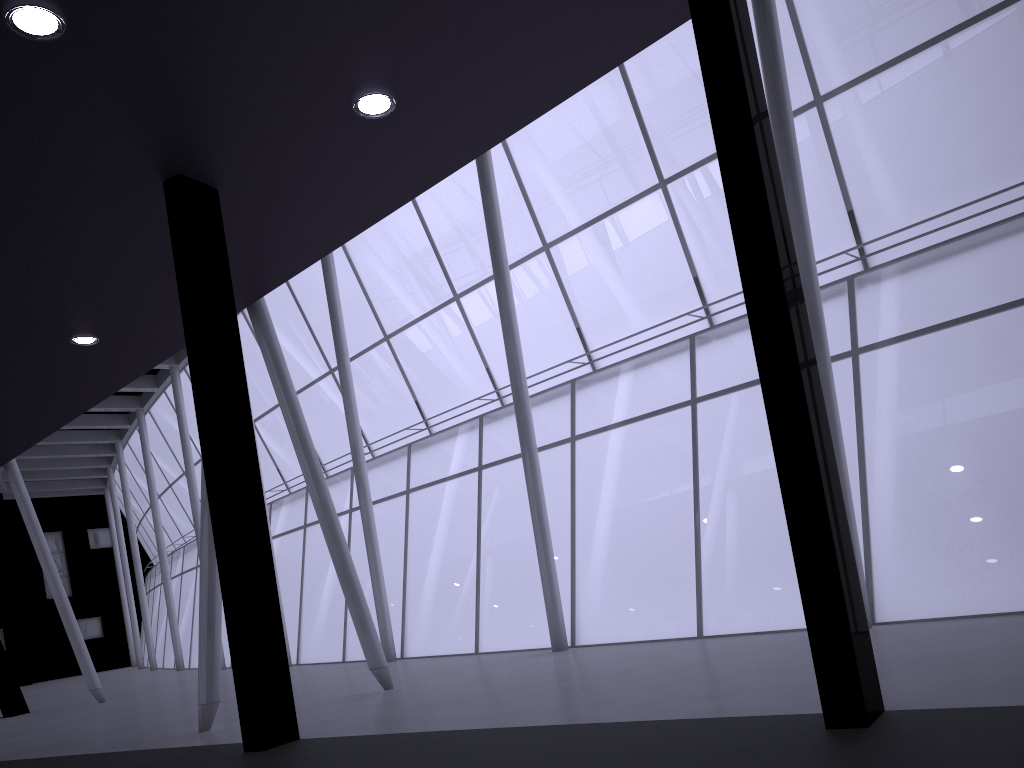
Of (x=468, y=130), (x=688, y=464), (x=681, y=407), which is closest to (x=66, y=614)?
(x=688, y=464)

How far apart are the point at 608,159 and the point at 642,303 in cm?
535

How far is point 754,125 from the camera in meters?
8.5 m
